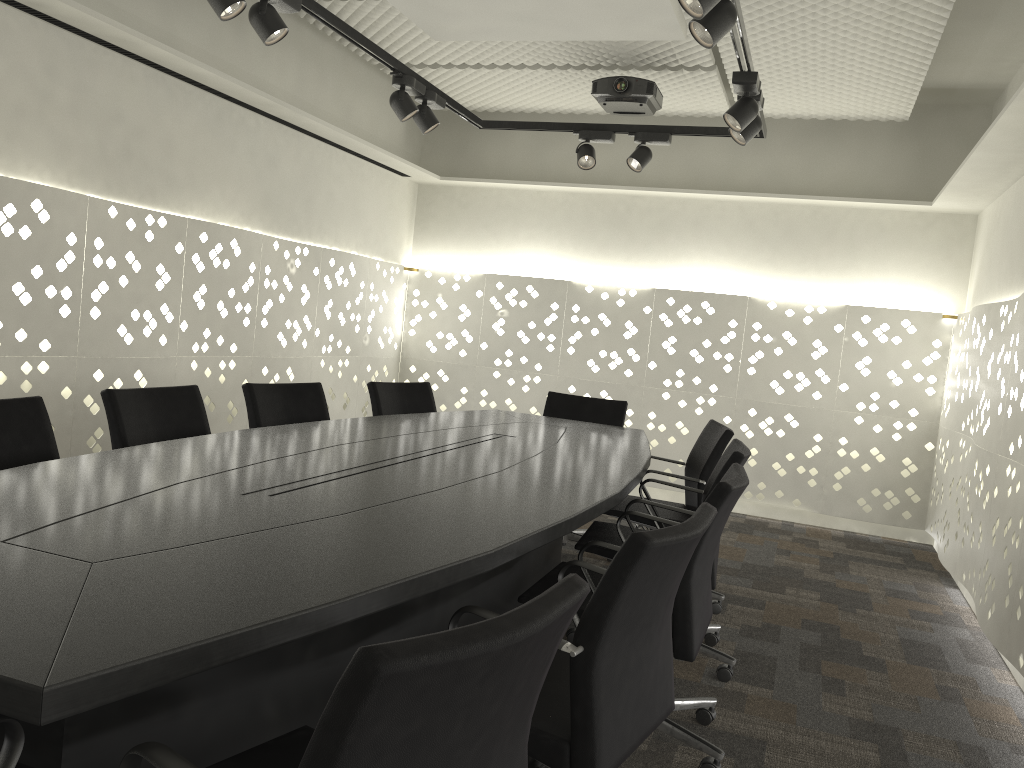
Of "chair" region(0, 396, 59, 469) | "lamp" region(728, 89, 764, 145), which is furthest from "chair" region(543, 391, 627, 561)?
"chair" region(0, 396, 59, 469)

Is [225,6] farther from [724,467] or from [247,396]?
[724,467]

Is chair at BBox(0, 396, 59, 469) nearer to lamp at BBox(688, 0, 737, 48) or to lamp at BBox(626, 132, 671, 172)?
lamp at BBox(688, 0, 737, 48)

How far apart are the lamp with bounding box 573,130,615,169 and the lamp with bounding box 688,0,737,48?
1.91m

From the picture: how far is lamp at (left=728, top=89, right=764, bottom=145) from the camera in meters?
3.5

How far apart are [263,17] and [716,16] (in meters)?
1.40

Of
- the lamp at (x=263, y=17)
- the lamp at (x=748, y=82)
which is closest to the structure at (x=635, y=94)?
the lamp at (x=748, y=82)

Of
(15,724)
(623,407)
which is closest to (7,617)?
(15,724)

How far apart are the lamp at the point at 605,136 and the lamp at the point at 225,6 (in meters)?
2.05

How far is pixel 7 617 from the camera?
1.08m
